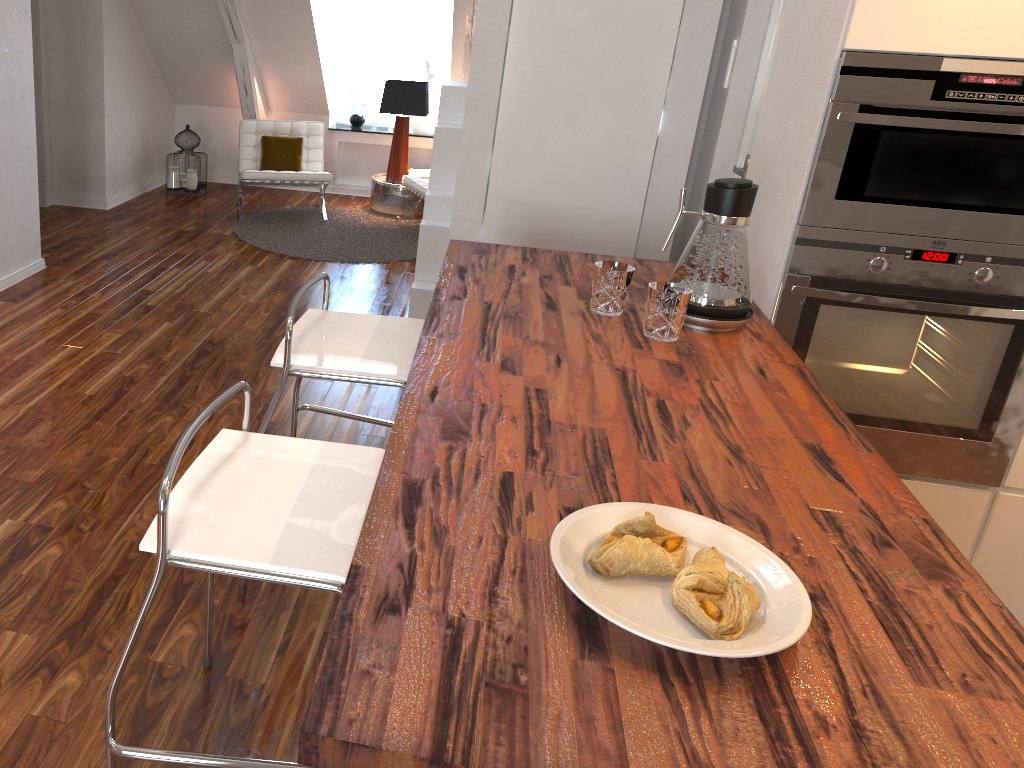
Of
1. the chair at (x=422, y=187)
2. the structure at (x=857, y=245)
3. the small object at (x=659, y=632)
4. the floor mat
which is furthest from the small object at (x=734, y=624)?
the chair at (x=422, y=187)

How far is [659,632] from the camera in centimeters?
103cm

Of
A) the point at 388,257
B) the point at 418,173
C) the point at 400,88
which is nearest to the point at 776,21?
the point at 388,257

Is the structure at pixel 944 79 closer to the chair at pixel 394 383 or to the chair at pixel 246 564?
the chair at pixel 394 383

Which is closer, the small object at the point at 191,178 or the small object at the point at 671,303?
the small object at the point at 671,303

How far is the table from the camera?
6.4 meters

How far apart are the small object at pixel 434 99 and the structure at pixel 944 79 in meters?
5.2 m

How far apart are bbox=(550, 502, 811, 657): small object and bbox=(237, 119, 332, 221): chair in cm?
515

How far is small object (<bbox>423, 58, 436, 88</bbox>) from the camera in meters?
6.8 m

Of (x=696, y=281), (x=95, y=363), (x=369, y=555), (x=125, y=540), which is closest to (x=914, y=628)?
(x=369, y=555)
